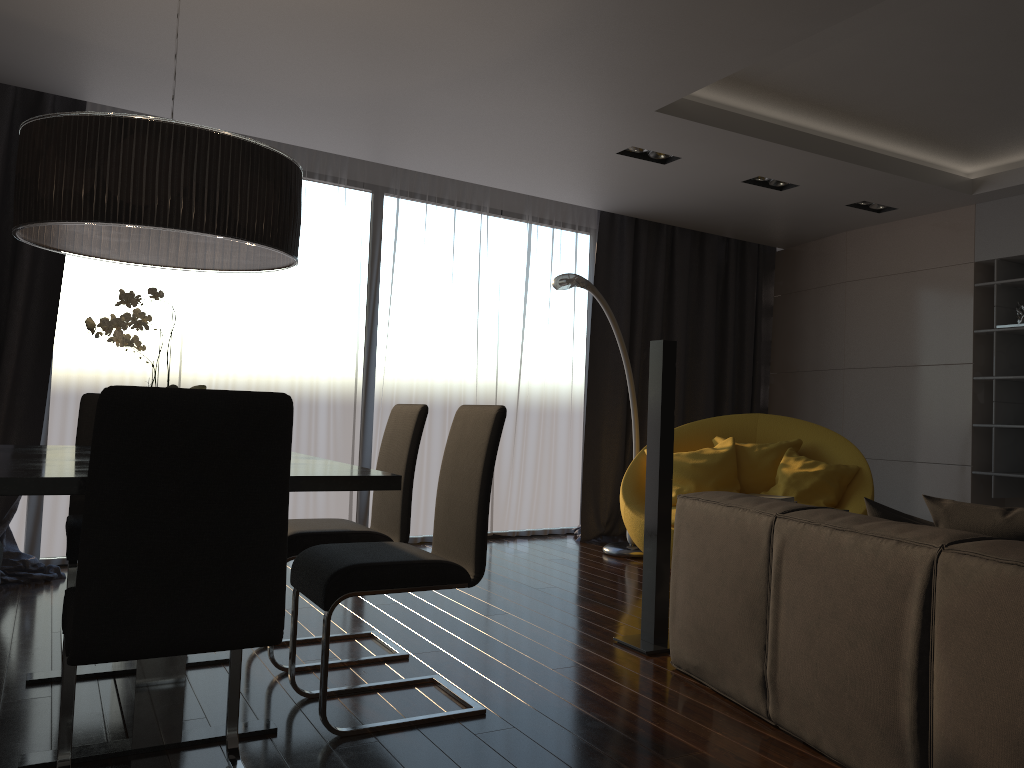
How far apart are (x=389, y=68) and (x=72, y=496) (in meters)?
2.36

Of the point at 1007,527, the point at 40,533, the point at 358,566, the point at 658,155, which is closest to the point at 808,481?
the point at 658,155

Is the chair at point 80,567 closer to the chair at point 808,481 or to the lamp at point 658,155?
the chair at point 808,481

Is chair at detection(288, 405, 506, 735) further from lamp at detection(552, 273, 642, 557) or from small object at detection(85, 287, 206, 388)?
lamp at detection(552, 273, 642, 557)

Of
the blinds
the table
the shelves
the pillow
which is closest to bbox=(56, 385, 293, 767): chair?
the table

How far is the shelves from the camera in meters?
5.6

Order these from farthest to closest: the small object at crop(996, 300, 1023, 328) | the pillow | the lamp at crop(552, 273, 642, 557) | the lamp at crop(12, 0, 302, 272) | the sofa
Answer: the small object at crop(996, 300, 1023, 328)
the lamp at crop(552, 273, 642, 557)
the lamp at crop(12, 0, 302, 272)
the pillow
the sofa

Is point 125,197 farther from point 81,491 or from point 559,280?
point 559,280

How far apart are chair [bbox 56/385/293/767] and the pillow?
1.7 meters

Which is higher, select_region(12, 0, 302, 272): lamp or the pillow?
select_region(12, 0, 302, 272): lamp
